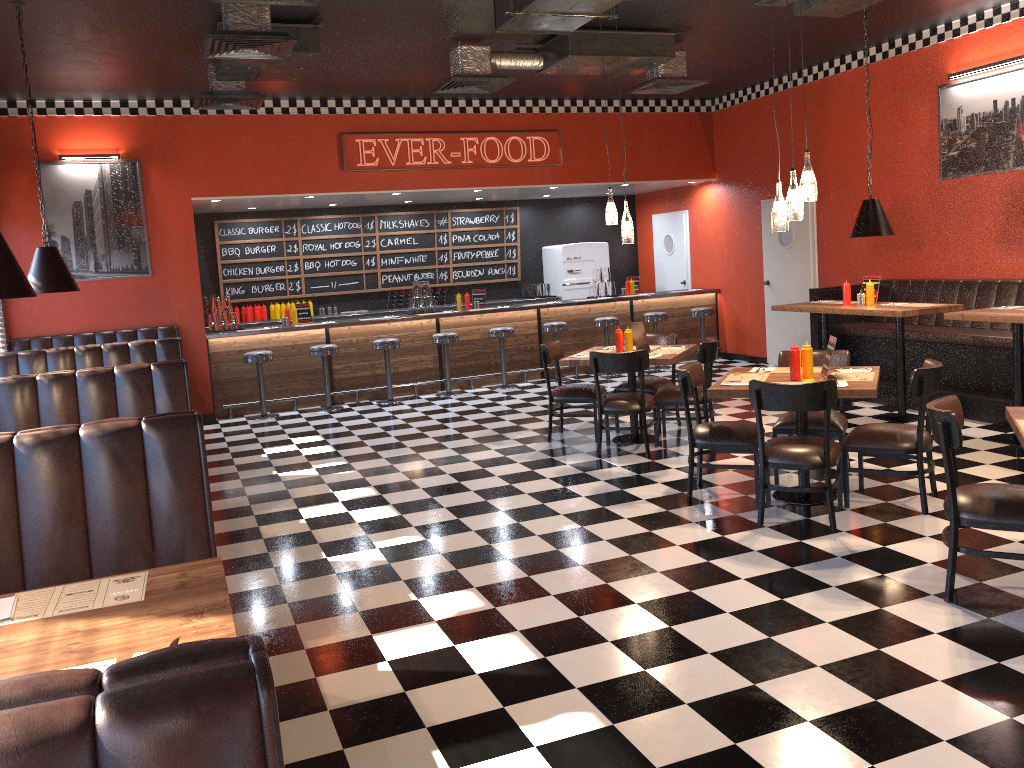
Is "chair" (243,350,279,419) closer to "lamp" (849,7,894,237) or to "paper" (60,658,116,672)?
"lamp" (849,7,894,237)

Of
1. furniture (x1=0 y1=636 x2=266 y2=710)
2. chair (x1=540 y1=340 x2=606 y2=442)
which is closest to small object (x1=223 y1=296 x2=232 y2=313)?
chair (x1=540 y1=340 x2=606 y2=442)

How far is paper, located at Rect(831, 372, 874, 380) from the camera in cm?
549

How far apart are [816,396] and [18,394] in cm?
461

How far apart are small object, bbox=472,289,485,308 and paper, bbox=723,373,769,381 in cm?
636

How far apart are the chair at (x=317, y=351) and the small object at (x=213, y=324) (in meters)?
1.28

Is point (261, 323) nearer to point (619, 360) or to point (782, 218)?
point (619, 360)

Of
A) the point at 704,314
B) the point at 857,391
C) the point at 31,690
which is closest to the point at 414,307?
the point at 704,314

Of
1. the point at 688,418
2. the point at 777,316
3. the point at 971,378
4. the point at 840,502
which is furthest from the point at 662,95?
the point at 840,502

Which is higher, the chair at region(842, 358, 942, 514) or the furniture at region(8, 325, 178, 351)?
the furniture at region(8, 325, 178, 351)
